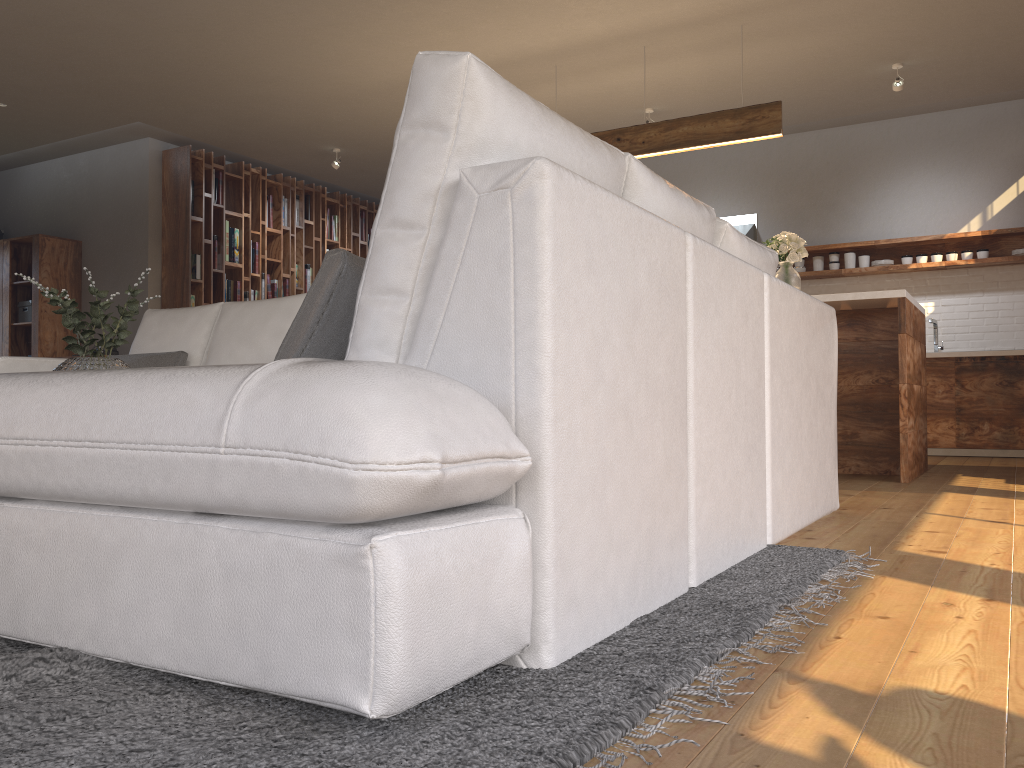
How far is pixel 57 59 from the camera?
6.0m

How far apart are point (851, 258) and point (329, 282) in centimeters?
673cm

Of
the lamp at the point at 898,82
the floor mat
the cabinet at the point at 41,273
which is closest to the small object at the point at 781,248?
the lamp at the point at 898,82

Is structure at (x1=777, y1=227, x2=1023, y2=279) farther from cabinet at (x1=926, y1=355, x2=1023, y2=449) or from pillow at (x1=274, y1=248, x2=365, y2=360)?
pillow at (x1=274, y1=248, x2=365, y2=360)

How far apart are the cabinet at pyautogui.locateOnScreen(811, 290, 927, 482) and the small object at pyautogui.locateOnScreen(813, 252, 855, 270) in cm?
232

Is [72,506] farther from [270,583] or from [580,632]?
[580,632]

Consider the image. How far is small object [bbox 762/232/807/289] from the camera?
5.18m

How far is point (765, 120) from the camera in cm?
538

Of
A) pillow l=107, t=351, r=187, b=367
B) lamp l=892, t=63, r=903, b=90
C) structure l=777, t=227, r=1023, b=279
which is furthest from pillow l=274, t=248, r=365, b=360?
structure l=777, t=227, r=1023, b=279

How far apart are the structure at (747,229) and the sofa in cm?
473
